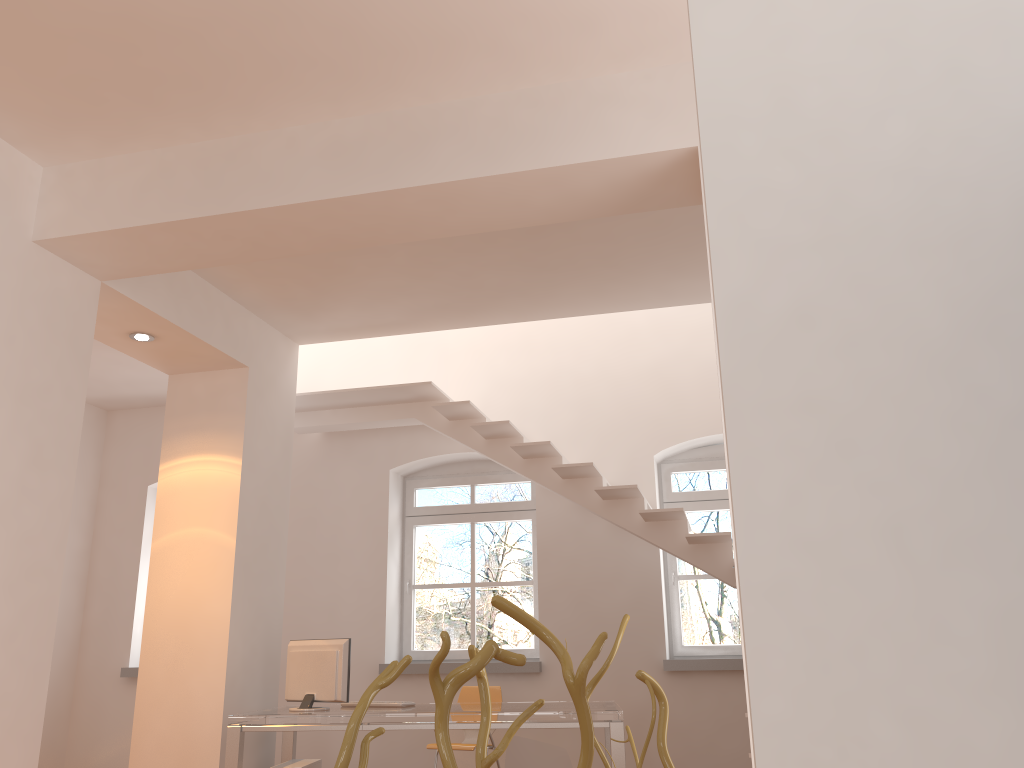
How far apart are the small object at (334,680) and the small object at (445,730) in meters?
4.6 m

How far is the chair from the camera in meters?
6.1 m

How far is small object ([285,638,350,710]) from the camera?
5.39m

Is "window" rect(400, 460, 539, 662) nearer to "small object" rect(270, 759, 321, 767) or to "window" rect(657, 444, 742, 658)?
"window" rect(657, 444, 742, 658)

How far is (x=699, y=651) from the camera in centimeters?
704cm

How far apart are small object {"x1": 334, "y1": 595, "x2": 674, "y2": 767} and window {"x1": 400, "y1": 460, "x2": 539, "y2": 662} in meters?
6.5

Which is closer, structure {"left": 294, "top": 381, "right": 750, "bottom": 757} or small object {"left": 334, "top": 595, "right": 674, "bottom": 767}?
small object {"left": 334, "top": 595, "right": 674, "bottom": 767}

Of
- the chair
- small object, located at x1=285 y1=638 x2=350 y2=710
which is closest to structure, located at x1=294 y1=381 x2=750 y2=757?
the chair

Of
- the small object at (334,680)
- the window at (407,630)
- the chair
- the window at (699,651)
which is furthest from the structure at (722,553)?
the small object at (334,680)

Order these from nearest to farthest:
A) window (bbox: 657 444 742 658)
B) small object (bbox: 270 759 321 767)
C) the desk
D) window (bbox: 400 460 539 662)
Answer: the desk
small object (bbox: 270 759 321 767)
window (bbox: 657 444 742 658)
window (bbox: 400 460 539 662)
